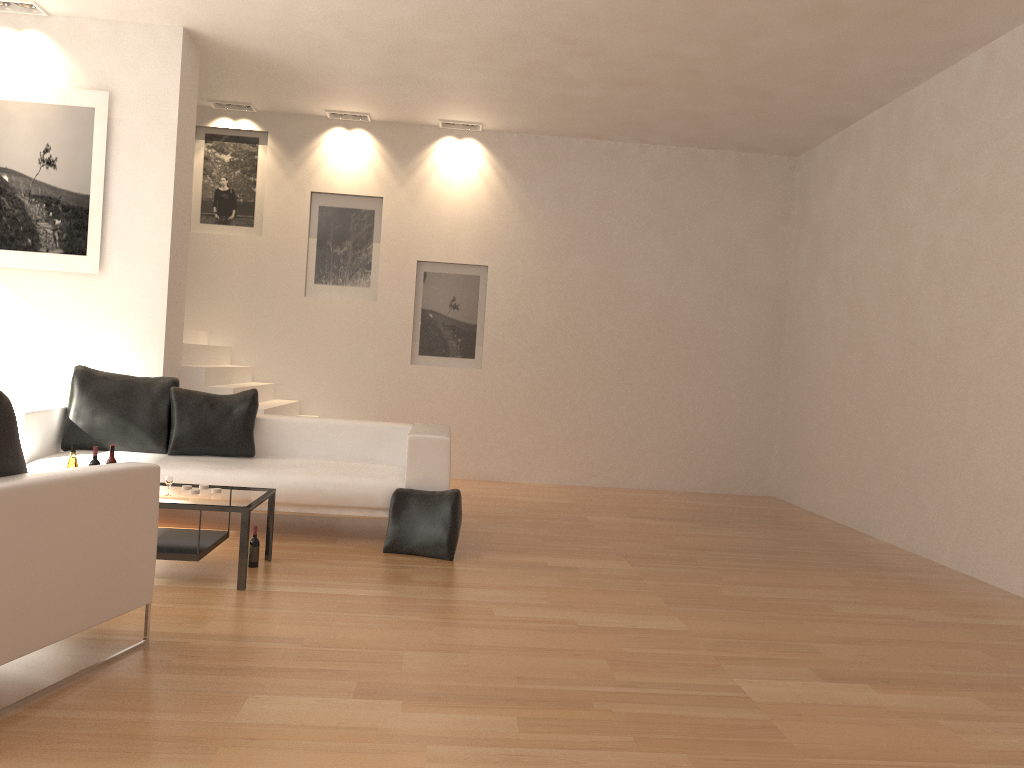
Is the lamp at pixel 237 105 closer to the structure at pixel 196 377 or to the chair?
the structure at pixel 196 377

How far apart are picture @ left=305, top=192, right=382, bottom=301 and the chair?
6.0 meters

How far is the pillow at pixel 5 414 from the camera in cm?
299

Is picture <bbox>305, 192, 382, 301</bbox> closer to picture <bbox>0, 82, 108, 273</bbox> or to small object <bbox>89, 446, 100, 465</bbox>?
picture <bbox>0, 82, 108, 273</bbox>

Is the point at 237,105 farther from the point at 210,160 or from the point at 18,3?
the point at 18,3

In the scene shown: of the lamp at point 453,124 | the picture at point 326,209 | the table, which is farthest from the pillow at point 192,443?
the lamp at point 453,124

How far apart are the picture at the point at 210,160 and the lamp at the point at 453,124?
1.89m

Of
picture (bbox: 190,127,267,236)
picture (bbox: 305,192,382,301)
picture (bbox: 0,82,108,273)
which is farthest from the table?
picture (bbox: 190,127,267,236)

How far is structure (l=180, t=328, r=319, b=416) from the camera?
7.55m

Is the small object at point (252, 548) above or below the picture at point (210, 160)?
below
